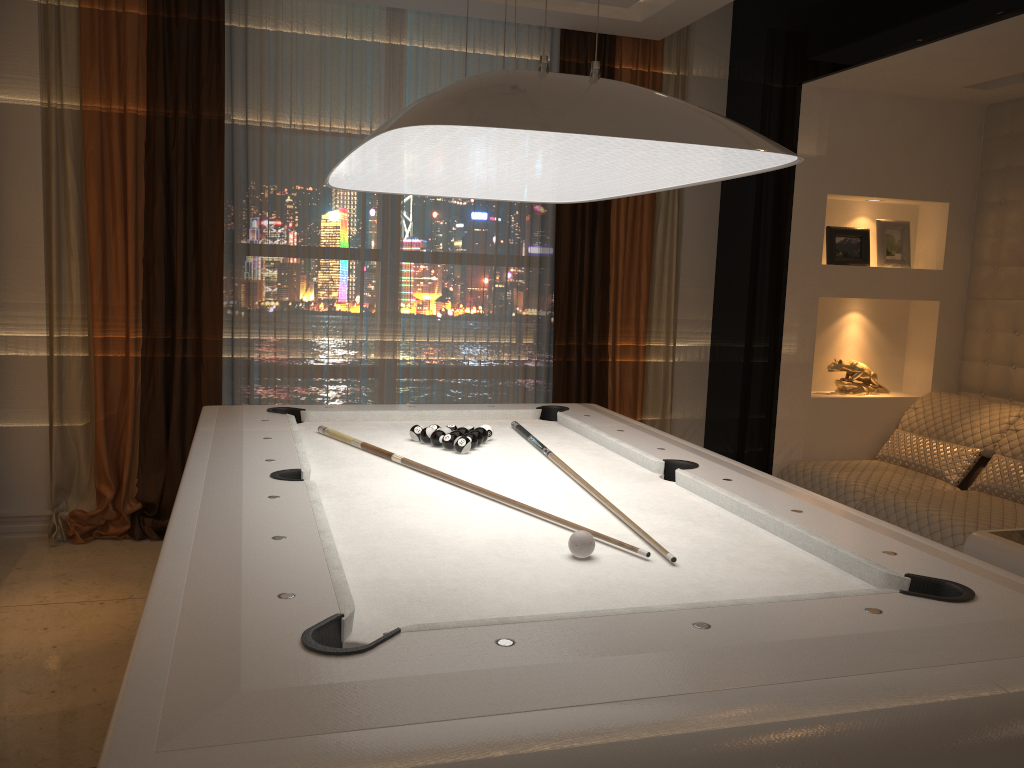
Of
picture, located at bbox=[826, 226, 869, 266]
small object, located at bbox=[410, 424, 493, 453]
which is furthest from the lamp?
picture, located at bbox=[826, 226, 869, 266]

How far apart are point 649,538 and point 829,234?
3.2m

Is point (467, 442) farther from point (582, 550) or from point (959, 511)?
point (959, 511)

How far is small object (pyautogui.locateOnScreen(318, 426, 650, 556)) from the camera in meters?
2.2

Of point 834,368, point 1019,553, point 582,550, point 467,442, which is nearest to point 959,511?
point 1019,553

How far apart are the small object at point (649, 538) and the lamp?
0.82m

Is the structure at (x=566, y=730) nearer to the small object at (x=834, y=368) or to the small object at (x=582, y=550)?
the small object at (x=582, y=550)

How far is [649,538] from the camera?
1.9 meters

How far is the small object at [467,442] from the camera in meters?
2.8

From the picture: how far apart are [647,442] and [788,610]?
1.5m
